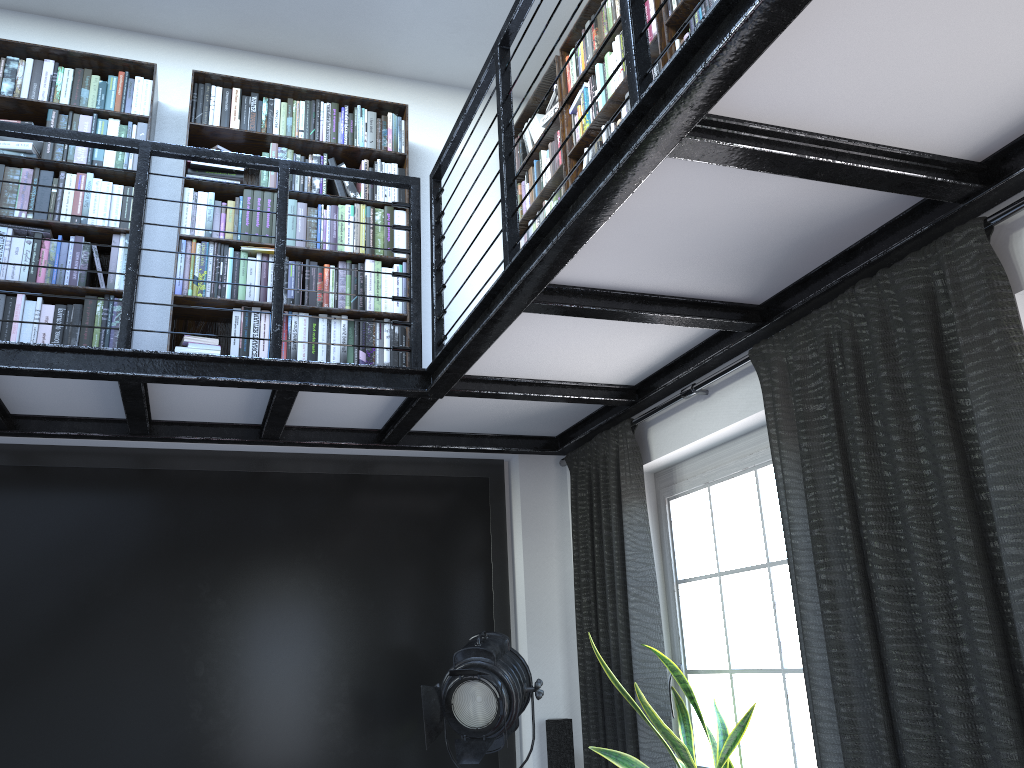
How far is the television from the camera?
3.6m

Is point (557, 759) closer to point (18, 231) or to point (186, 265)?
point (186, 265)

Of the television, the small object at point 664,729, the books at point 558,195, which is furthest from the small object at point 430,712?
the books at point 558,195

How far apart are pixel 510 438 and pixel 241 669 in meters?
1.6 m

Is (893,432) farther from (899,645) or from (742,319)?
(742,319)

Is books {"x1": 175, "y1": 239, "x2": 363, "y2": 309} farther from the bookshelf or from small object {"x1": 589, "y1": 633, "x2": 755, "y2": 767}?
small object {"x1": 589, "y1": 633, "x2": 755, "y2": 767}

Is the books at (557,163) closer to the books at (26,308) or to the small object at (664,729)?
the books at (26,308)

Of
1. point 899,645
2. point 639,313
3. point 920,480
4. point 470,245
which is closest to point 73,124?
point 470,245

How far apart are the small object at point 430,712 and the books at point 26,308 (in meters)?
1.30

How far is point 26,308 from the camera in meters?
3.6
